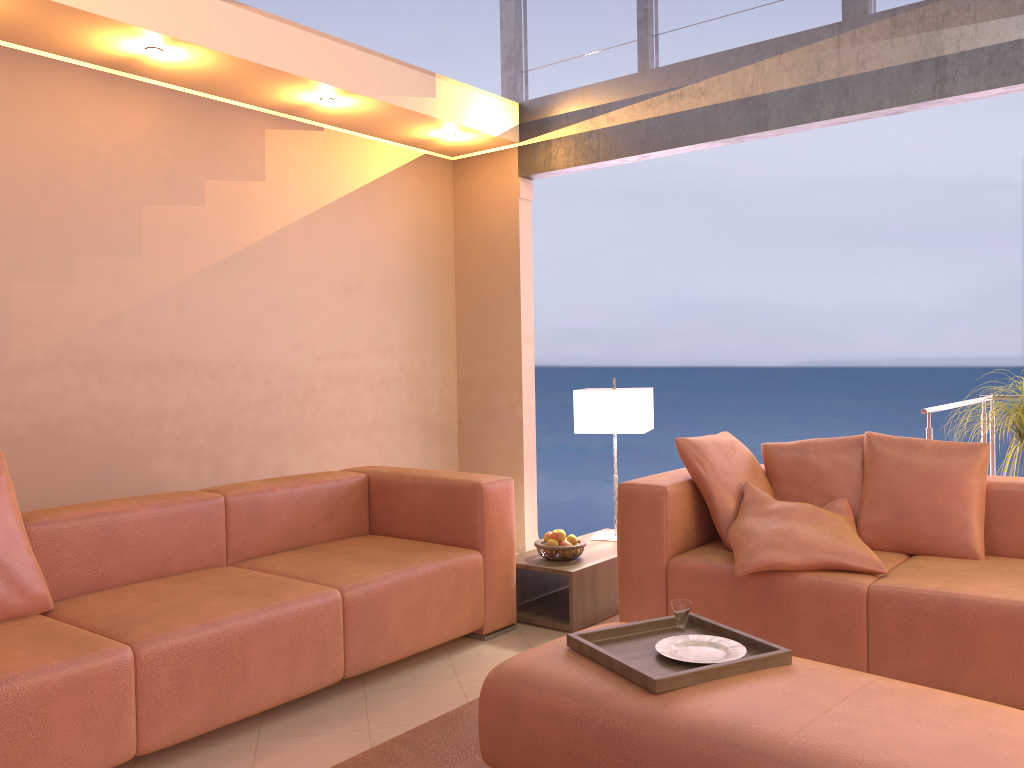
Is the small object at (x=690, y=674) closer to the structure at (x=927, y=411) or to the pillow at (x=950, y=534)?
the pillow at (x=950, y=534)

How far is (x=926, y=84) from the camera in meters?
3.9

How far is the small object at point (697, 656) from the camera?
2.4m

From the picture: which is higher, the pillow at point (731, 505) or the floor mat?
the pillow at point (731, 505)

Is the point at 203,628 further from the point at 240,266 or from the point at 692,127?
the point at 692,127

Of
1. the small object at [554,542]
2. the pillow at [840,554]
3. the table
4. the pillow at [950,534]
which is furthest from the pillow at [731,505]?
the small object at [554,542]

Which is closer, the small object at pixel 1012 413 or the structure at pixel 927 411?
the small object at pixel 1012 413

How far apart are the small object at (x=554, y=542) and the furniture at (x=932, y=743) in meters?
1.4 m

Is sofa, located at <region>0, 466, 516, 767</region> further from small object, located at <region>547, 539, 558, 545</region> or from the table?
small object, located at <region>547, 539, 558, 545</region>

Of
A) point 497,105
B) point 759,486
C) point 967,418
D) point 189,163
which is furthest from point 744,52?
point 189,163
